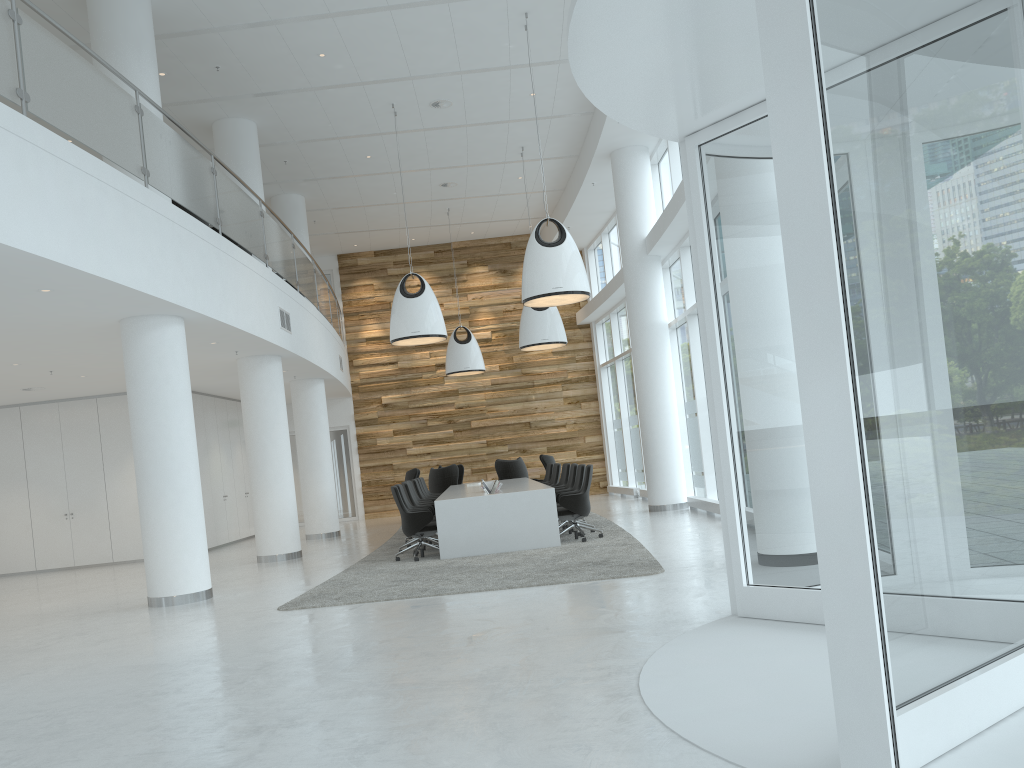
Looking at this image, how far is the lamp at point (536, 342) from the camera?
15.7m

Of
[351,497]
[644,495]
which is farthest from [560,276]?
[351,497]

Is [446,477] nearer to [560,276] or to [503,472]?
[503,472]

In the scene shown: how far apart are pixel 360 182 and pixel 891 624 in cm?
1588

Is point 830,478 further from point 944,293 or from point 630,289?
point 630,289

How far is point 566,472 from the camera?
14.5 meters

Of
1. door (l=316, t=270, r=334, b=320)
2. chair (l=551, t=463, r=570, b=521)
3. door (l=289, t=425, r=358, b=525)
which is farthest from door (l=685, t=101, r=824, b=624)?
door (l=316, t=270, r=334, b=320)

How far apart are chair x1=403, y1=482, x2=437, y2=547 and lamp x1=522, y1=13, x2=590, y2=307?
3.3m

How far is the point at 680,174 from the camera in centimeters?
1415cm

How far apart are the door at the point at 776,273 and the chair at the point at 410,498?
7.7m
